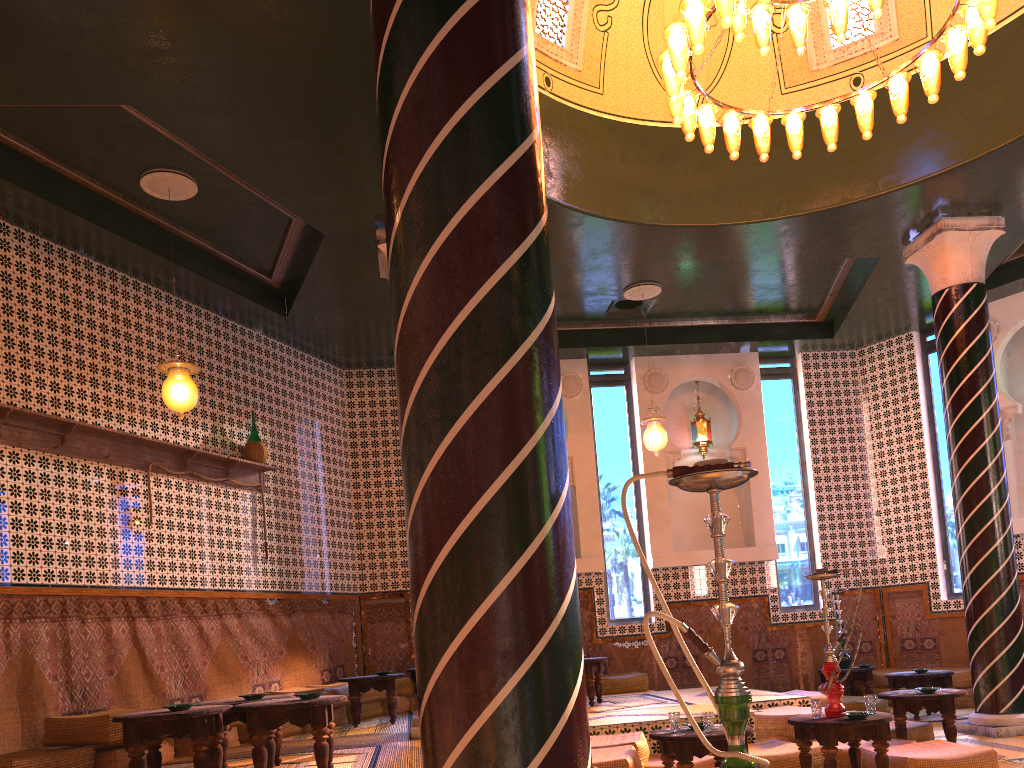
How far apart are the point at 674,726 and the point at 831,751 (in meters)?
1.19

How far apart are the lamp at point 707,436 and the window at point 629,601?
1.1m

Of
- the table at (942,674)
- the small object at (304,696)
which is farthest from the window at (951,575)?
the small object at (304,696)

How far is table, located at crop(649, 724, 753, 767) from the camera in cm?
630

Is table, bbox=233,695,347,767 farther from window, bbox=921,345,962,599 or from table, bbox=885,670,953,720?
window, bbox=921,345,962,599

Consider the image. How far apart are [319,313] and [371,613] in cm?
445

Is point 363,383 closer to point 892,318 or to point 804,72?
point 804,72

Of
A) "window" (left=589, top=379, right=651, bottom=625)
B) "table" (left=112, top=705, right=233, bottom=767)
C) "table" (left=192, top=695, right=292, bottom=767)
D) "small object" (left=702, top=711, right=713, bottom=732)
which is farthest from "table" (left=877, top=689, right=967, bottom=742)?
"table" (left=112, top=705, right=233, bottom=767)

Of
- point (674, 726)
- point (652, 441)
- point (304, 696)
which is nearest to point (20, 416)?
point (304, 696)

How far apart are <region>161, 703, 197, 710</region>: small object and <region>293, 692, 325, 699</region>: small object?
0.8 meters
